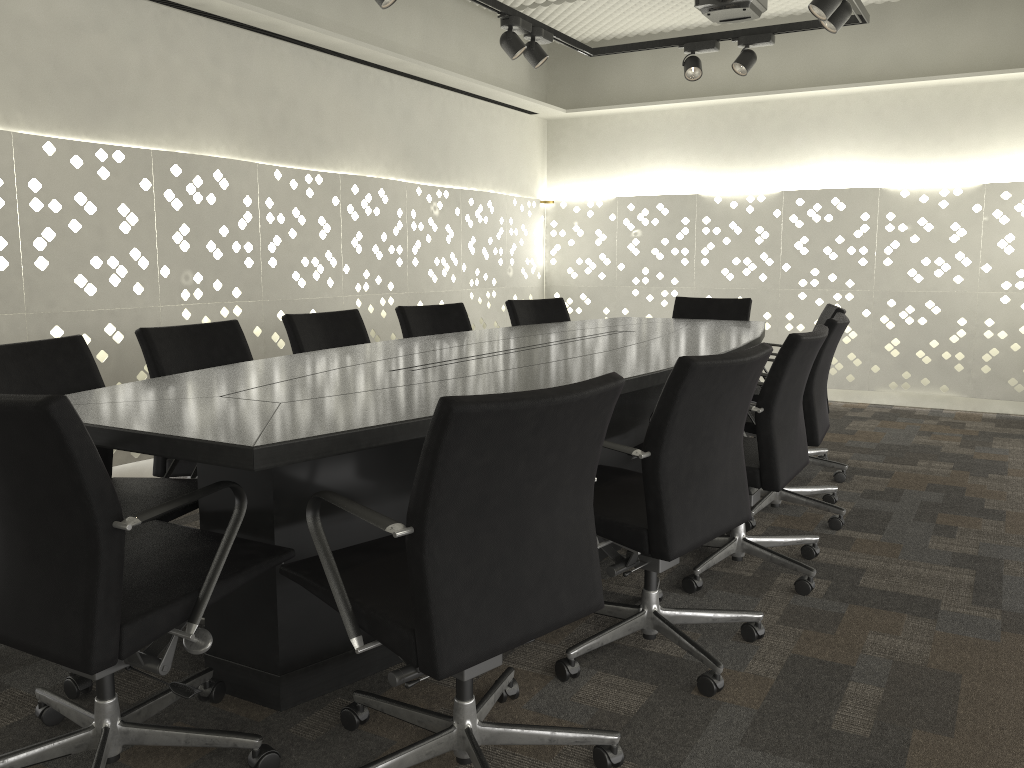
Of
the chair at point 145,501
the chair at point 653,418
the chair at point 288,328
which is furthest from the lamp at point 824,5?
the chair at point 145,501

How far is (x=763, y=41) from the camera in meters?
4.4

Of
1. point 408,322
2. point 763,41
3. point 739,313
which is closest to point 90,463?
point 408,322

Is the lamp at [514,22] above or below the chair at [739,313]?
above

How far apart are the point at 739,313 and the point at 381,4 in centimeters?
240cm

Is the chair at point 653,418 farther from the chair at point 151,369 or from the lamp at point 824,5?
the lamp at point 824,5

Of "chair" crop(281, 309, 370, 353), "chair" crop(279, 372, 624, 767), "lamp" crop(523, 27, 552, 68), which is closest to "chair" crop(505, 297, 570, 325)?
"chair" crop(281, 309, 370, 353)

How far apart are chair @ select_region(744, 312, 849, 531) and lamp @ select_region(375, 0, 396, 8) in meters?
2.0

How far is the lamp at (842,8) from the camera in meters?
3.6

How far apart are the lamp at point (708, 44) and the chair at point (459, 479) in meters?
3.5
